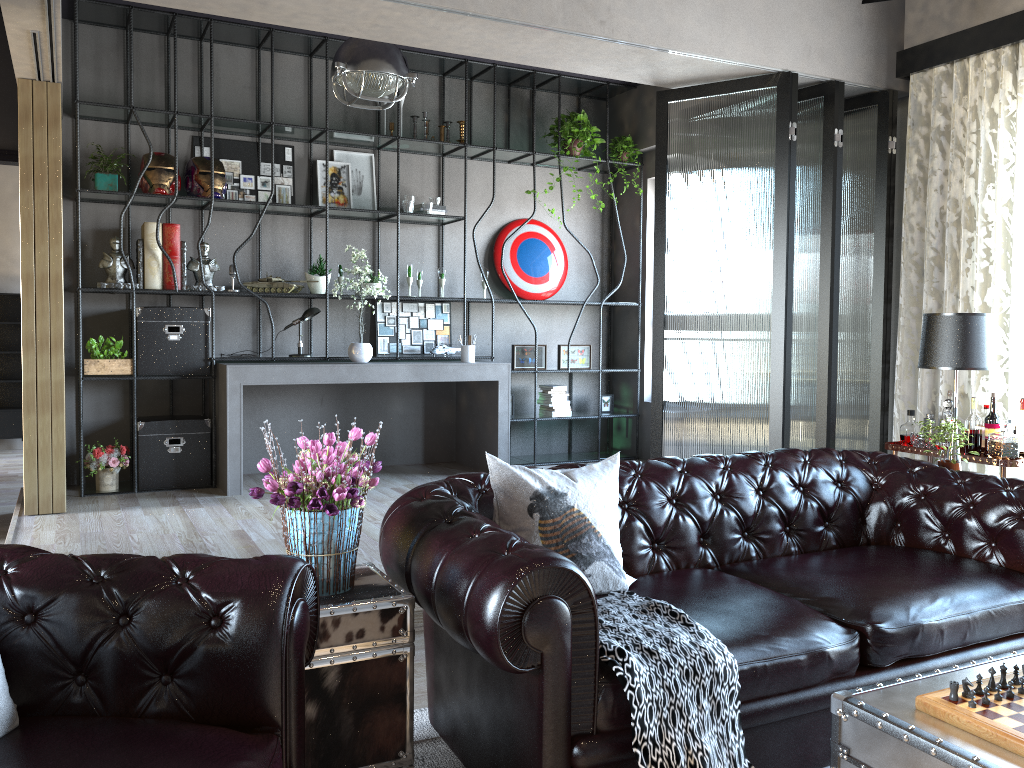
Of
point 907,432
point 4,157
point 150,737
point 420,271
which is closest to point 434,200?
point 420,271

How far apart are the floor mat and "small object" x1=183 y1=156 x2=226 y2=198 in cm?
432

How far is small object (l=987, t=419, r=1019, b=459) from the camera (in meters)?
4.33

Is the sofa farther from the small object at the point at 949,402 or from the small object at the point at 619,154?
the small object at the point at 619,154

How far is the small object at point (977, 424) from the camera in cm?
456

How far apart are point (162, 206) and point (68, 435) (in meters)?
1.77

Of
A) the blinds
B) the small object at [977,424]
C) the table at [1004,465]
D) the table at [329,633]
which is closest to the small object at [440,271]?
the blinds

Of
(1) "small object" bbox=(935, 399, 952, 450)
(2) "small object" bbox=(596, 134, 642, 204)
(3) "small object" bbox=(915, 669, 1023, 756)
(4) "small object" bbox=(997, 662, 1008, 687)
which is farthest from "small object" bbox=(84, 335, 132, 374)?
(4) "small object" bbox=(997, 662, 1008, 687)

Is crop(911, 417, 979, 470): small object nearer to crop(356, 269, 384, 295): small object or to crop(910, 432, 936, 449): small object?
crop(910, 432, 936, 449): small object

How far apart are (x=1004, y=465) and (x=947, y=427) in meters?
0.6
